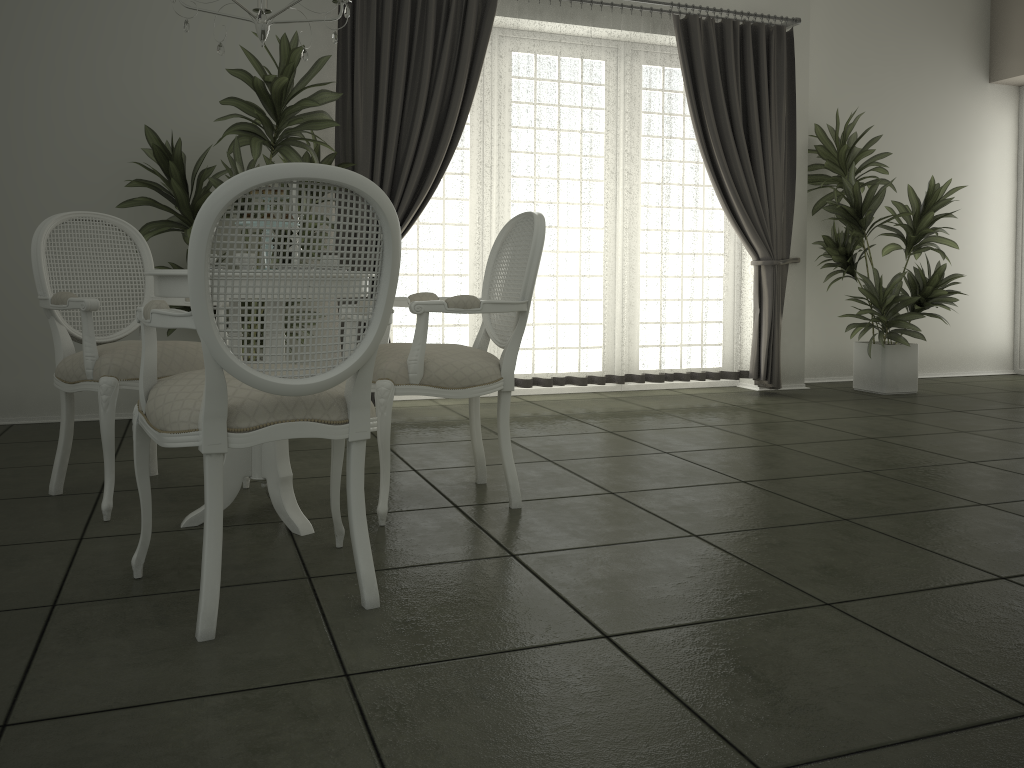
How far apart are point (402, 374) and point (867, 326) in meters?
4.3 m

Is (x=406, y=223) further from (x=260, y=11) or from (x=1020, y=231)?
(x=1020, y=231)

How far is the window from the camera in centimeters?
758cm

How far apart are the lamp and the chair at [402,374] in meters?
0.9

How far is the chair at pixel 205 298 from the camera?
1.89m

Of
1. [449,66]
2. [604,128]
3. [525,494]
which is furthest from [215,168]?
[525,494]

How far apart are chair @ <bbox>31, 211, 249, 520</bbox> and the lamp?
0.9m

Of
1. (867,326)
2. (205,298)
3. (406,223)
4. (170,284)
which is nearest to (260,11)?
(170,284)

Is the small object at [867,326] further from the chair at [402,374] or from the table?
the table

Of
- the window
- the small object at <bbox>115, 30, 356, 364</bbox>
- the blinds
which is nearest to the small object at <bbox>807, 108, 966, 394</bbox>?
the blinds
